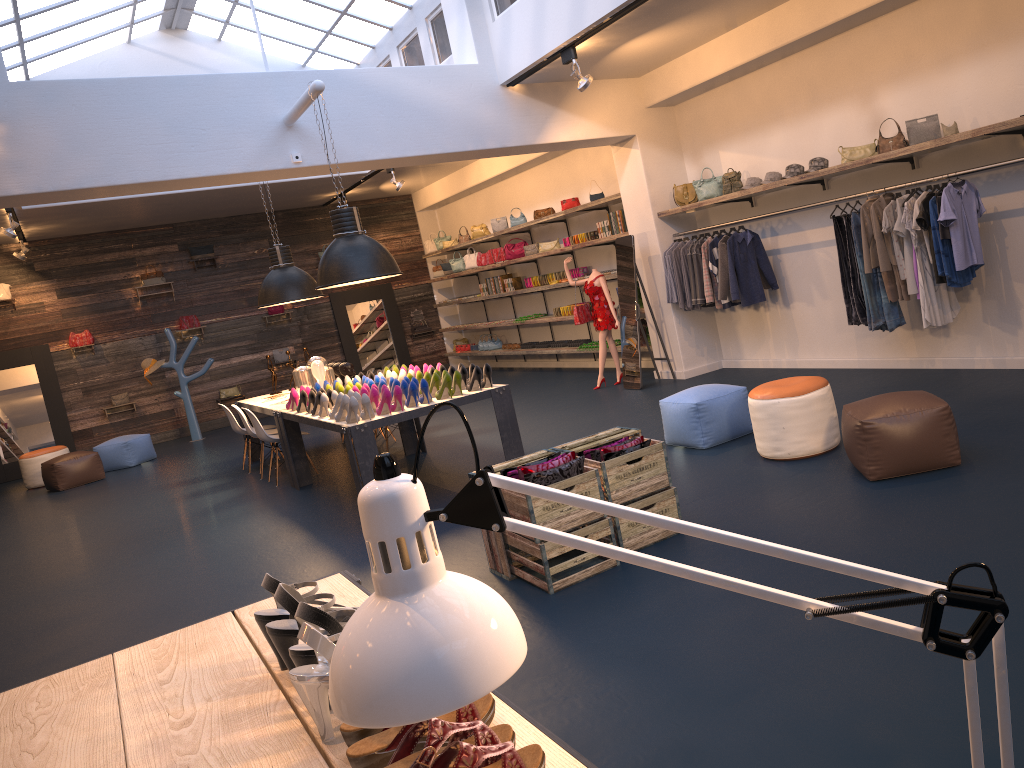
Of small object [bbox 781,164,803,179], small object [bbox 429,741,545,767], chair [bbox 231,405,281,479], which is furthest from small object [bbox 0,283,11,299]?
small object [bbox 429,741,545,767]

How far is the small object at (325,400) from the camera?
7.1 meters

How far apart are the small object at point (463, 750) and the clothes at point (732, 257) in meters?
7.7 m

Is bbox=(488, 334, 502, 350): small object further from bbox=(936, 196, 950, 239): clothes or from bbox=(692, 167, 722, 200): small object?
bbox=(936, 196, 950, 239): clothes

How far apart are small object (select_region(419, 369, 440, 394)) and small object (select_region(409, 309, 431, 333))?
10.1 meters

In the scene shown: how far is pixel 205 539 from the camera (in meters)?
7.22

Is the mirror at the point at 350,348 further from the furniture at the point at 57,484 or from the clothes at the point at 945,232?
the clothes at the point at 945,232

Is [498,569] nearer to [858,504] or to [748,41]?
[858,504]

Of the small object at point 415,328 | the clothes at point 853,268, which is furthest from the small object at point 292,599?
the small object at point 415,328

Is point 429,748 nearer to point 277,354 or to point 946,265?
point 946,265
